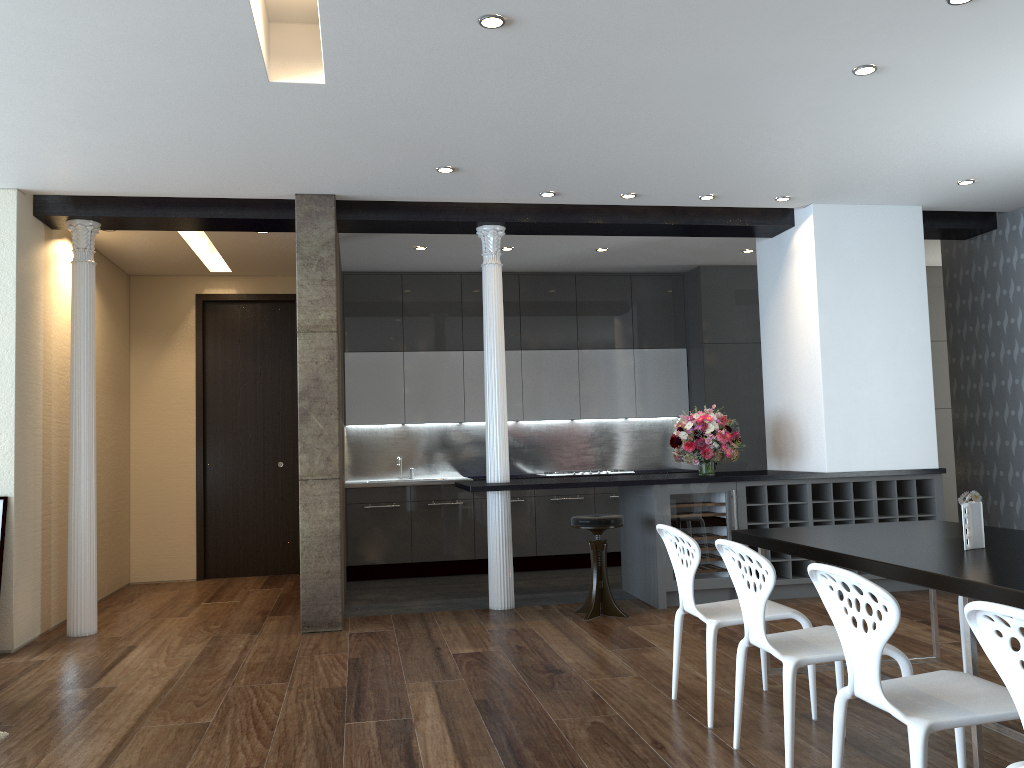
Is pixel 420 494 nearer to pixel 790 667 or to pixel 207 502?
pixel 207 502

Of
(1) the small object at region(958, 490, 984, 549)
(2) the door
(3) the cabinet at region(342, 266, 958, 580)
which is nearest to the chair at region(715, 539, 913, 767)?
(1) the small object at region(958, 490, 984, 549)

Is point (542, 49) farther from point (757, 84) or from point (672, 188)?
point (672, 188)

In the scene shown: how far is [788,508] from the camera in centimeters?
665cm

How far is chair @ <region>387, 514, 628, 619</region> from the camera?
6.13m

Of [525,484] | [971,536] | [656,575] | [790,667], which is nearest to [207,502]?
[525,484]

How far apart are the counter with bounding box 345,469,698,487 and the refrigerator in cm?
256

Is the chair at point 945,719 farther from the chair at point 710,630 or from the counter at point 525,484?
the counter at point 525,484

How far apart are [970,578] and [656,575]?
3.7 meters

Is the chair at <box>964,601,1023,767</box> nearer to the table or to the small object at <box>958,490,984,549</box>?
the table
